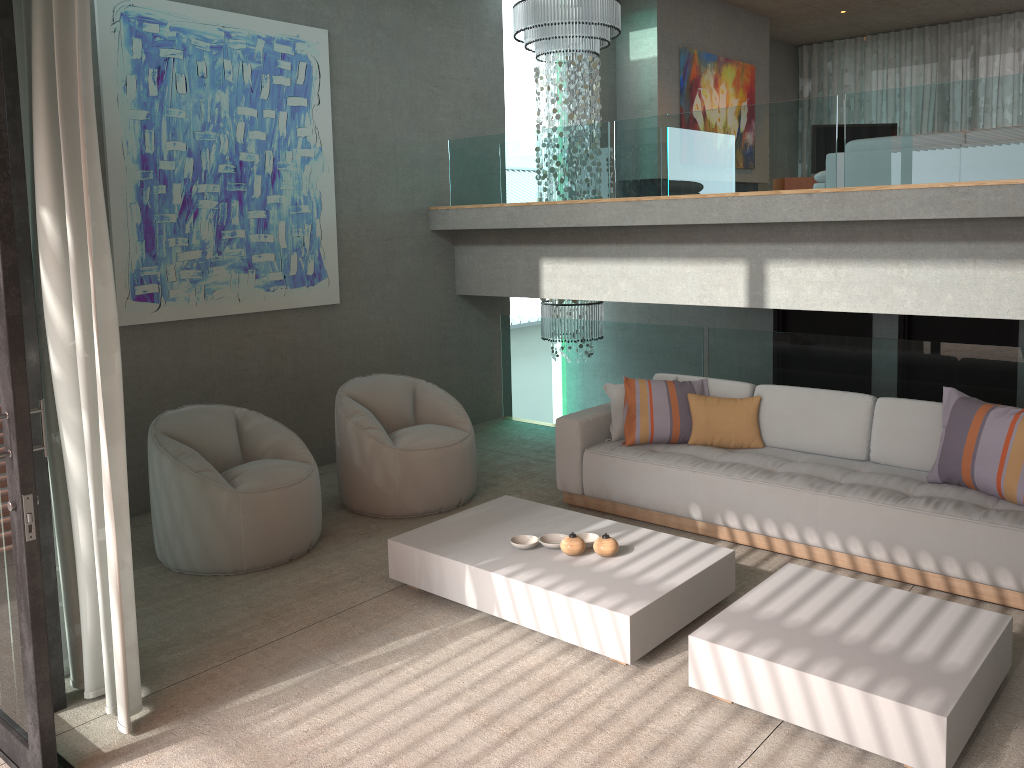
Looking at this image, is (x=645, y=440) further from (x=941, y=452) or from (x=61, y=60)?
(x=61, y=60)

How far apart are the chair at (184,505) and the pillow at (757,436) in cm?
230

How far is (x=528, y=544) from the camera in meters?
4.3 m

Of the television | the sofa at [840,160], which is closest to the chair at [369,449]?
the sofa at [840,160]

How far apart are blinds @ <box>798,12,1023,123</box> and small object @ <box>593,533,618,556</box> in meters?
9.9

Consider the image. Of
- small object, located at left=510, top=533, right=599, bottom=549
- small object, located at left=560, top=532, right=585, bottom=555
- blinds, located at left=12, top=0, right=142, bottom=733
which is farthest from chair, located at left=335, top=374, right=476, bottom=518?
blinds, located at left=12, top=0, right=142, bottom=733

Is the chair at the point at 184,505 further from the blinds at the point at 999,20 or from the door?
the blinds at the point at 999,20

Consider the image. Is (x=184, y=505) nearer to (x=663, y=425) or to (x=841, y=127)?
(x=663, y=425)

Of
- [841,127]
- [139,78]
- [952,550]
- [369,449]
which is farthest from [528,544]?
[841,127]

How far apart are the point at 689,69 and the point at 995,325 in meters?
4.4
